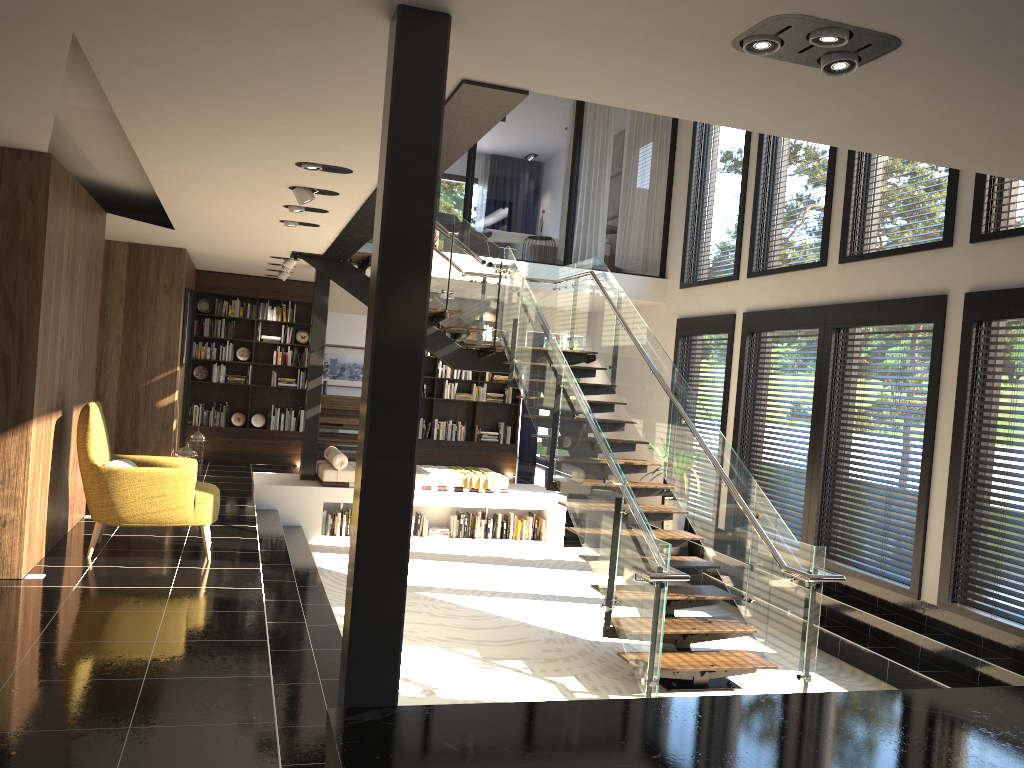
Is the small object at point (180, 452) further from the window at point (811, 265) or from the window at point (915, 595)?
the window at point (915, 595)

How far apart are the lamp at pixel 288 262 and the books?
4.42m

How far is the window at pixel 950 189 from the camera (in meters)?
7.14

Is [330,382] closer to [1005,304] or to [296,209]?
[296,209]

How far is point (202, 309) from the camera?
12.6m

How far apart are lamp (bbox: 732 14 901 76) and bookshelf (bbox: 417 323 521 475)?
→ 10.66m

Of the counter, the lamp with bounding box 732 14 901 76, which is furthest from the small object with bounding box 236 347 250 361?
the counter

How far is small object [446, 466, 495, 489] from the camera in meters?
10.8

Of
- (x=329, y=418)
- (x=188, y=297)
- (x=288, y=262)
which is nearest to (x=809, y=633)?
(x=288, y=262)

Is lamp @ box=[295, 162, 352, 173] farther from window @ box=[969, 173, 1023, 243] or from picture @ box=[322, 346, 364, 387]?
picture @ box=[322, 346, 364, 387]
